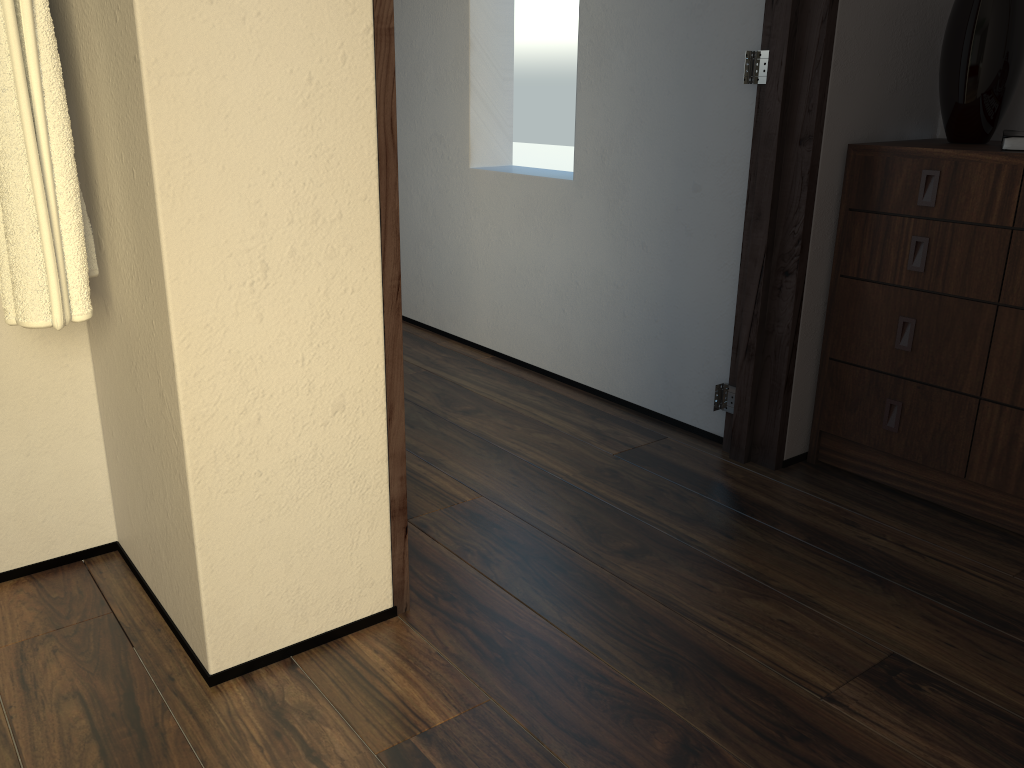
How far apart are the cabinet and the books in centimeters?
2cm

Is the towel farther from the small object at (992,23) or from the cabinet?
the small object at (992,23)

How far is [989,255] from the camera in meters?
1.9 m

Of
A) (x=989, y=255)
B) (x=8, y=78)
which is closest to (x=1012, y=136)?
(x=989, y=255)

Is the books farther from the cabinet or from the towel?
the towel

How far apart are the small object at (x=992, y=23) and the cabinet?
0.02m

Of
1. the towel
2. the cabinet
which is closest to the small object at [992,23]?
the cabinet

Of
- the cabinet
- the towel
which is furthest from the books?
the towel

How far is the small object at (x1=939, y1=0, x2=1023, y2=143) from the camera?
1.94m

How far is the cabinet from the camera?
1.9 meters
